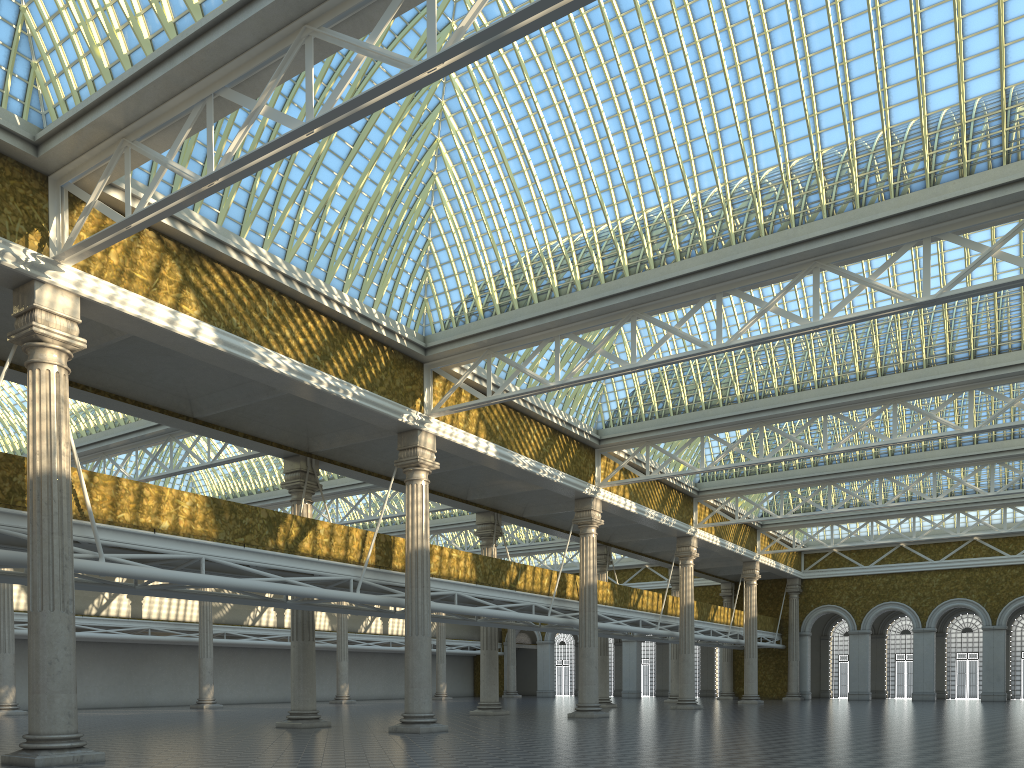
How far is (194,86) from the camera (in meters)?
15.18
